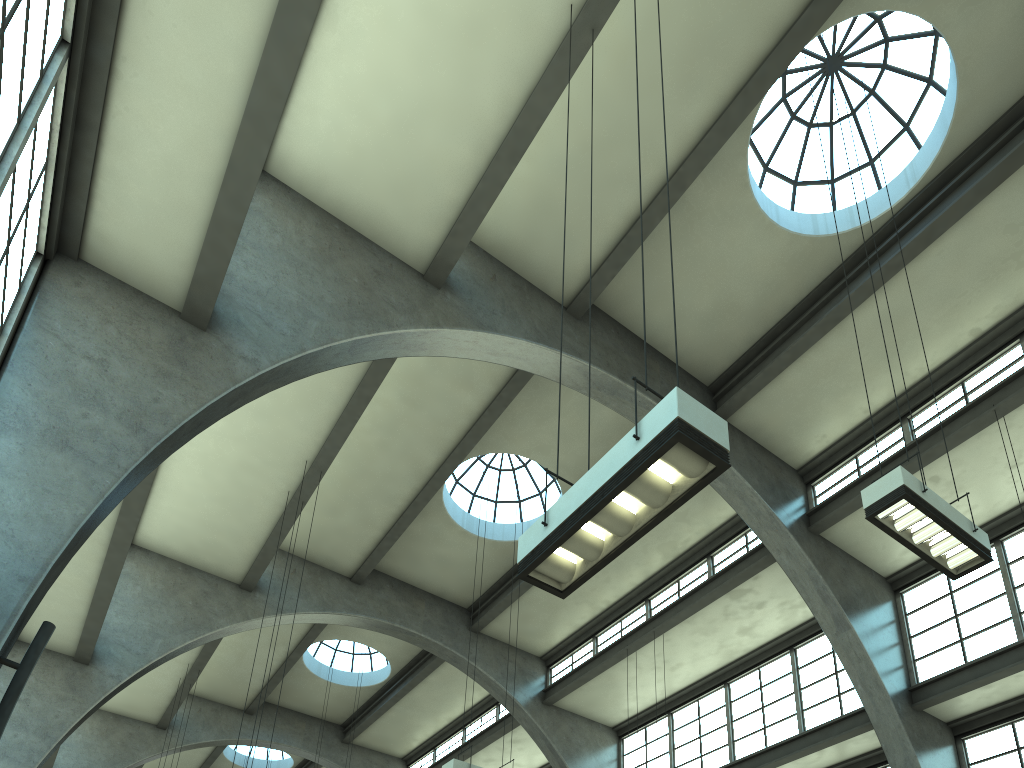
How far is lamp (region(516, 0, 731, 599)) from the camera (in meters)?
4.62

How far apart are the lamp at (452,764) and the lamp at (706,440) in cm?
793

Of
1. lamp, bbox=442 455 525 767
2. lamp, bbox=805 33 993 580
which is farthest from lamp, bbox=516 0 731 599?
lamp, bbox=442 455 525 767

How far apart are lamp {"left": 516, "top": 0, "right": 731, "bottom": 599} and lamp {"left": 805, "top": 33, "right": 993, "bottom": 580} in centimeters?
352cm

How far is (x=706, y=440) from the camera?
4.6 meters

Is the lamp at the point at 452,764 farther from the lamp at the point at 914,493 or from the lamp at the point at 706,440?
the lamp at the point at 706,440

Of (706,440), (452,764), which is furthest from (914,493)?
(452,764)

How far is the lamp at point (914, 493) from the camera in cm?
747

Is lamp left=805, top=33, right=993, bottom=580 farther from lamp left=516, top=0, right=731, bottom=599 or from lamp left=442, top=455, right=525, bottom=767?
lamp left=442, top=455, right=525, bottom=767

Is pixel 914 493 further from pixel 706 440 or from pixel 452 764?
pixel 452 764
